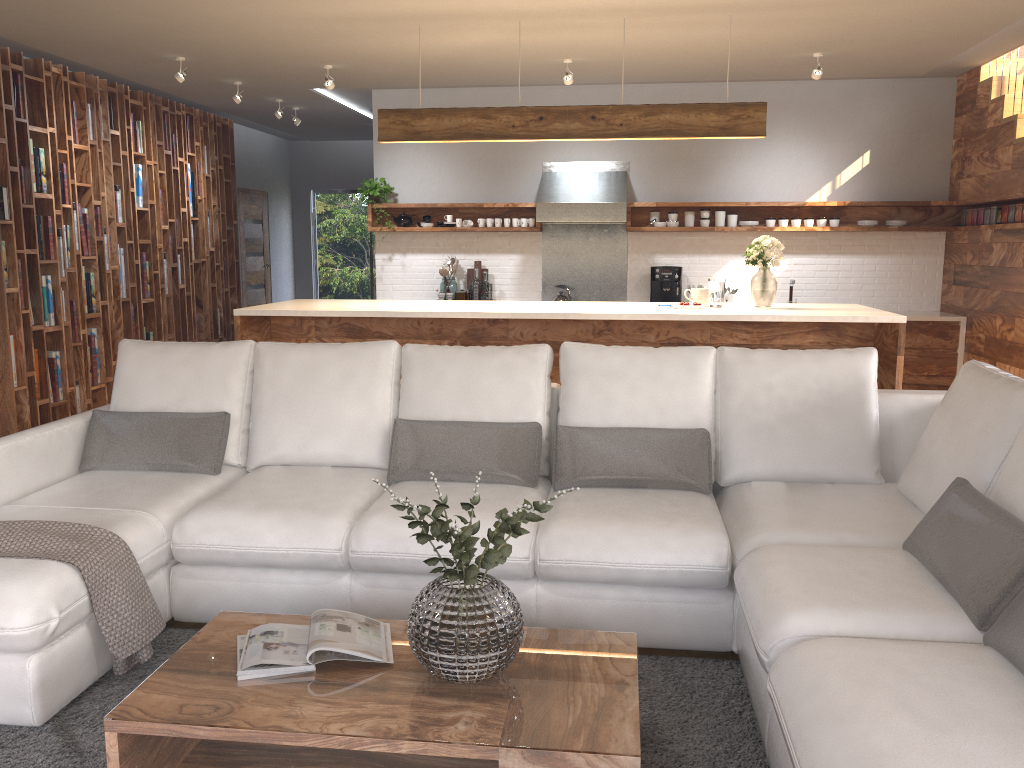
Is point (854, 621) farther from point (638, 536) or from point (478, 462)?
point (478, 462)

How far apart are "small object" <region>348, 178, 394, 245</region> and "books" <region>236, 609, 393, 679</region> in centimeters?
616cm

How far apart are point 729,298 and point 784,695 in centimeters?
634cm

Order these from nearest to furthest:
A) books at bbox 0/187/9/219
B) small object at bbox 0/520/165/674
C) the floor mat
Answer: the floor mat
small object at bbox 0/520/165/674
books at bbox 0/187/9/219

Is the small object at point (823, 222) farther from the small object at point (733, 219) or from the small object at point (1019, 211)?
the small object at point (1019, 211)

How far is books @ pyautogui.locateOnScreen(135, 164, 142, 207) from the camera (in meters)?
7.89

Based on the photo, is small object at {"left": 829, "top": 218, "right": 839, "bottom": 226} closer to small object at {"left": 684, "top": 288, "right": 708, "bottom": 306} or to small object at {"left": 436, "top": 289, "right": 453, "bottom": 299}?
small object at {"left": 684, "top": 288, "right": 708, "bottom": 306}

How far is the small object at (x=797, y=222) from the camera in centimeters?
780cm

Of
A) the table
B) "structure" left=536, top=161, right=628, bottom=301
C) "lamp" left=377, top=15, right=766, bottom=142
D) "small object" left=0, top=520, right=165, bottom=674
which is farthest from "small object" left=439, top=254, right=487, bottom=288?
the table

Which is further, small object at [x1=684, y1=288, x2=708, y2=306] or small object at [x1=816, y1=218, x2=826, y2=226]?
small object at [x1=816, y1=218, x2=826, y2=226]
